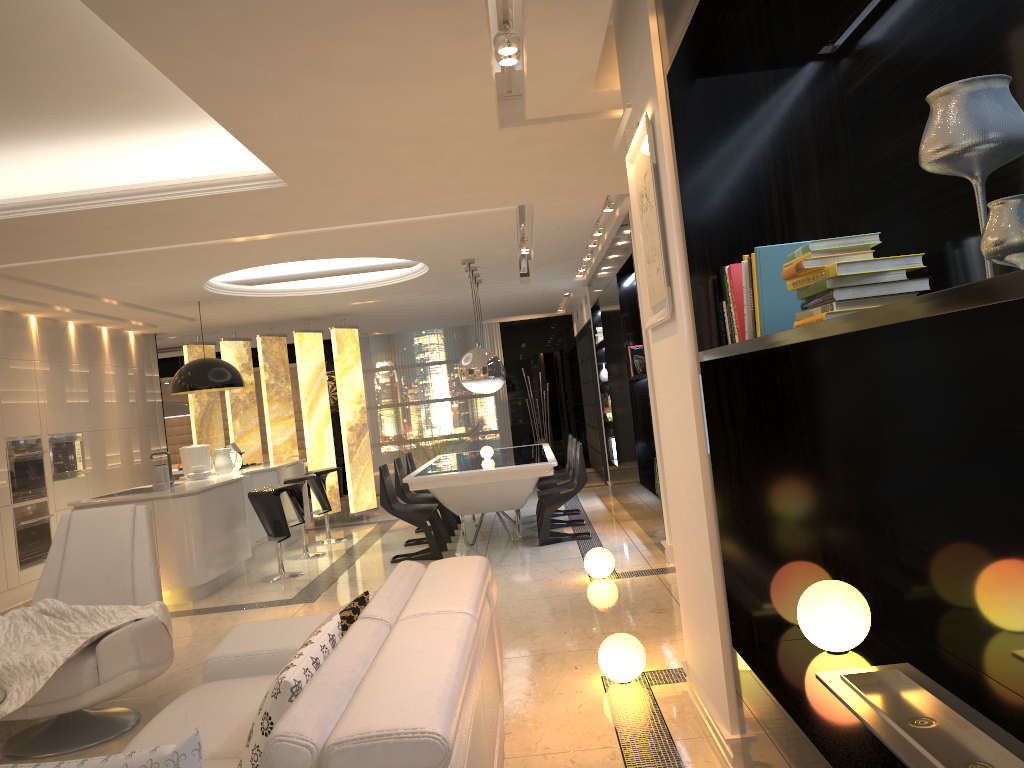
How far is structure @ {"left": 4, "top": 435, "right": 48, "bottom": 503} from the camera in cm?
798

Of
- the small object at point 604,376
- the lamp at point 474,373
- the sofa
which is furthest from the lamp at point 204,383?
the sofa

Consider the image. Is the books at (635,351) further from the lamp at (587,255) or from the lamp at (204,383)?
the lamp at (204,383)

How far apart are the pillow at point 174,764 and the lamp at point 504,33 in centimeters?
266cm

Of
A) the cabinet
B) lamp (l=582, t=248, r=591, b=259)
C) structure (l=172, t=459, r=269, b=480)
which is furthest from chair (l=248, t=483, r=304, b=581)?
structure (l=172, t=459, r=269, b=480)

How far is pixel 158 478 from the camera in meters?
7.3

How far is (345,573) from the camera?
7.53m

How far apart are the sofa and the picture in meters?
1.1

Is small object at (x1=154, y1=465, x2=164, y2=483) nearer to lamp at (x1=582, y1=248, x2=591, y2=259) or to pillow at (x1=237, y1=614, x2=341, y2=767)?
lamp at (x1=582, y1=248, x2=591, y2=259)

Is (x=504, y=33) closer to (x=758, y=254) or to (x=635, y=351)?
(x=758, y=254)
